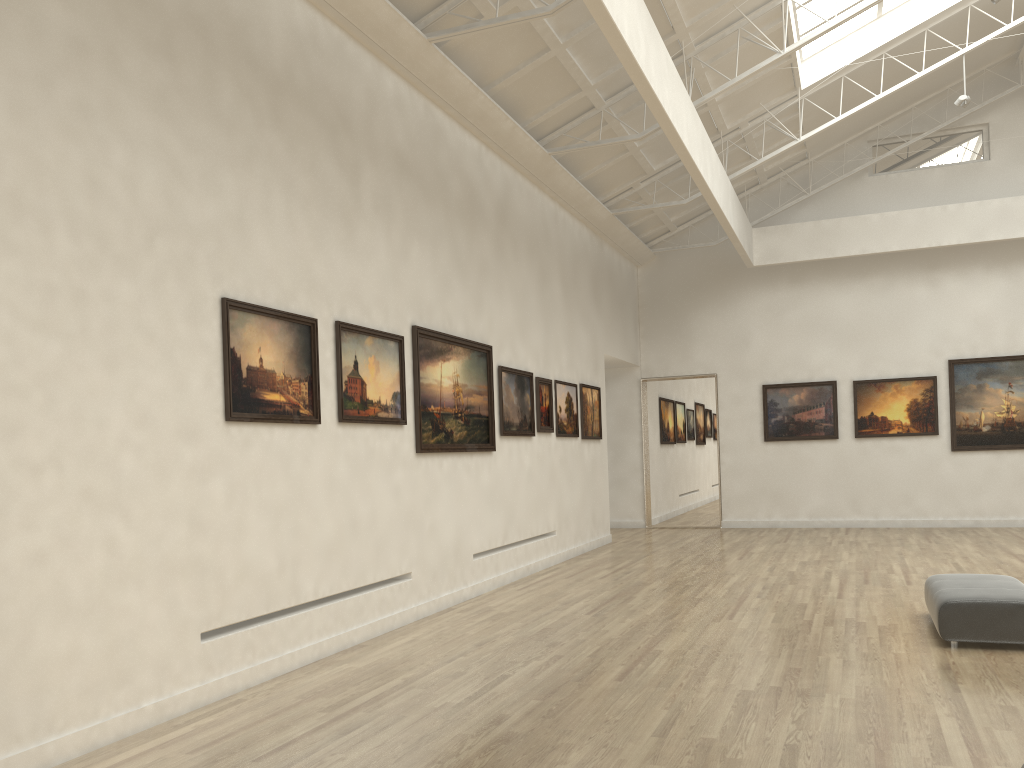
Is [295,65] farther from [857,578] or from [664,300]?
[664,300]
